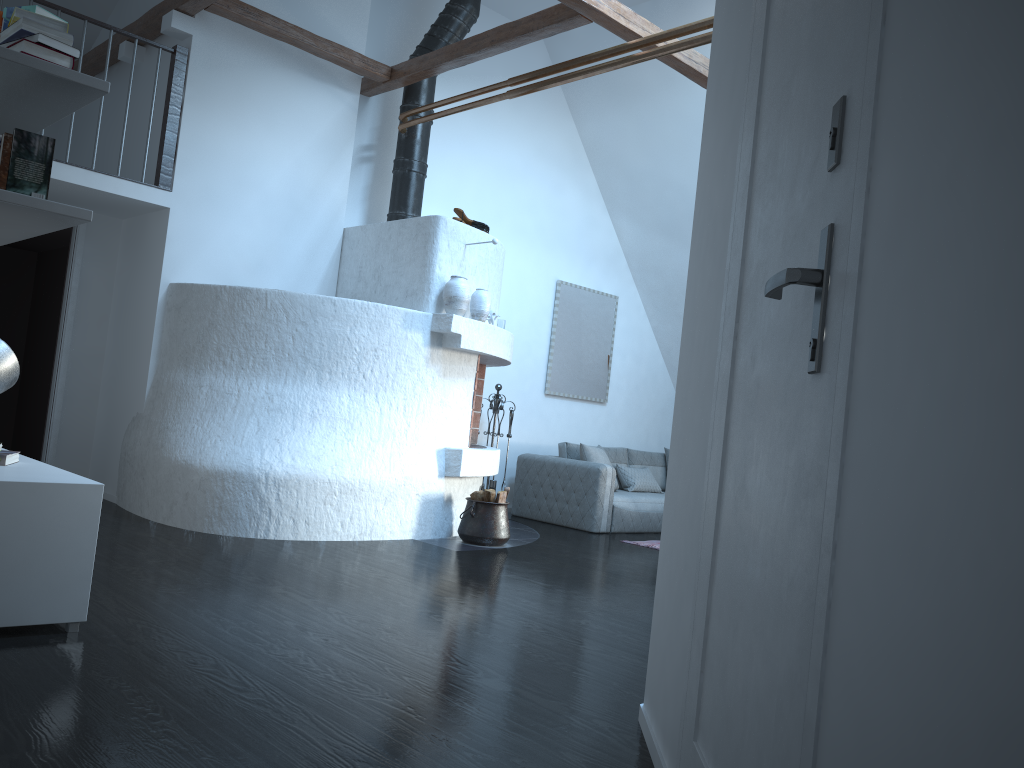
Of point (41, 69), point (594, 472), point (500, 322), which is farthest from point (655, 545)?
point (41, 69)

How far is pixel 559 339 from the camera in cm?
920

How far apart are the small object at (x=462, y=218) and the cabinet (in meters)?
3.68

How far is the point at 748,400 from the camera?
1.7 meters

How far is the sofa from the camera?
7.9 meters

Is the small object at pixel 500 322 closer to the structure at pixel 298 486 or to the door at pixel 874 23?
the structure at pixel 298 486

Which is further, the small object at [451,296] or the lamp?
the small object at [451,296]

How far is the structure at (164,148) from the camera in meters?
6.2 m

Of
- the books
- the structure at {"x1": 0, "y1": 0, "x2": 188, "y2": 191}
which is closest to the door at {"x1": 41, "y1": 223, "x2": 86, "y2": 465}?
the structure at {"x1": 0, "y1": 0, "x2": 188, "y2": 191}

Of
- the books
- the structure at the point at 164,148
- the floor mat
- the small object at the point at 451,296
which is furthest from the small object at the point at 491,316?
the books
